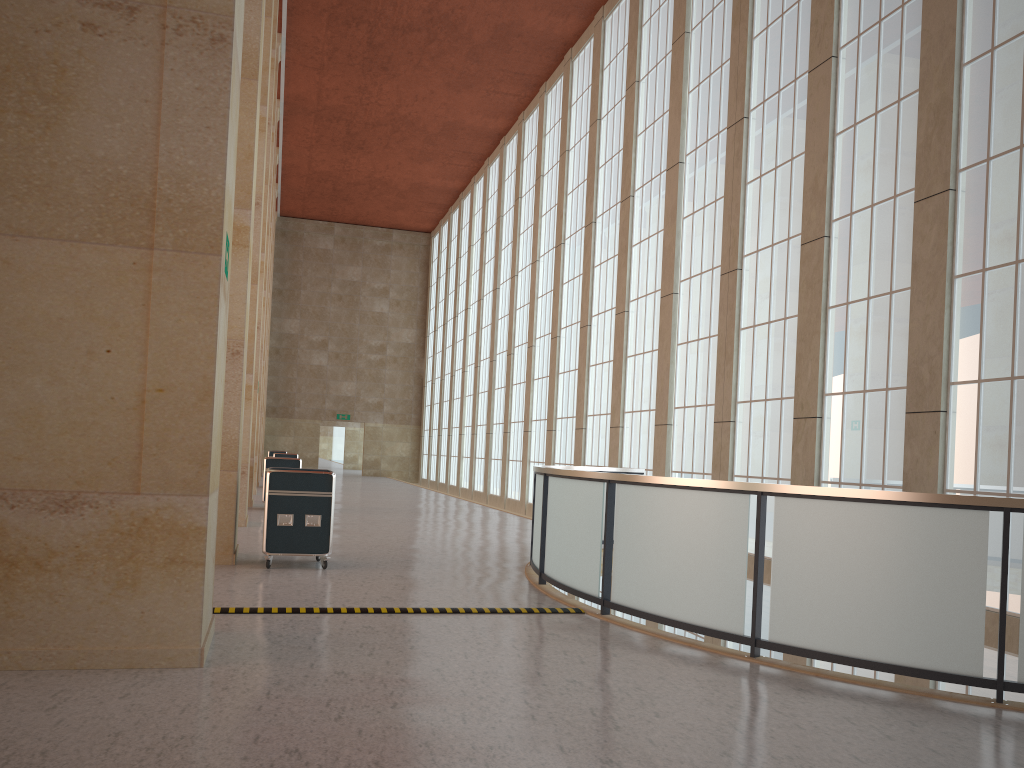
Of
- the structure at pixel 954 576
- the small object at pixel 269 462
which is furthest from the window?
the small object at pixel 269 462

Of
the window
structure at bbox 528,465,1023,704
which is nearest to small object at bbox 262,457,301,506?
the window

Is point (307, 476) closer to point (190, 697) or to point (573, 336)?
point (190, 697)

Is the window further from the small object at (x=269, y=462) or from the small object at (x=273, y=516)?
the small object at (x=269, y=462)

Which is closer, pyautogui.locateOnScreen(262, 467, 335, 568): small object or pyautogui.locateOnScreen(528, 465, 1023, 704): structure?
pyautogui.locateOnScreen(528, 465, 1023, 704): structure

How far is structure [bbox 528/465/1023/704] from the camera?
7.7 meters

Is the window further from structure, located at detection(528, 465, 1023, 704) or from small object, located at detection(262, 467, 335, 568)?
small object, located at detection(262, 467, 335, 568)

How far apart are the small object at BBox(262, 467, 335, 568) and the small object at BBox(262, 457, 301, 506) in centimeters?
1223cm

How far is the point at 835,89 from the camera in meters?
17.5 m

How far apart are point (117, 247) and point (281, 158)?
43.2 meters
